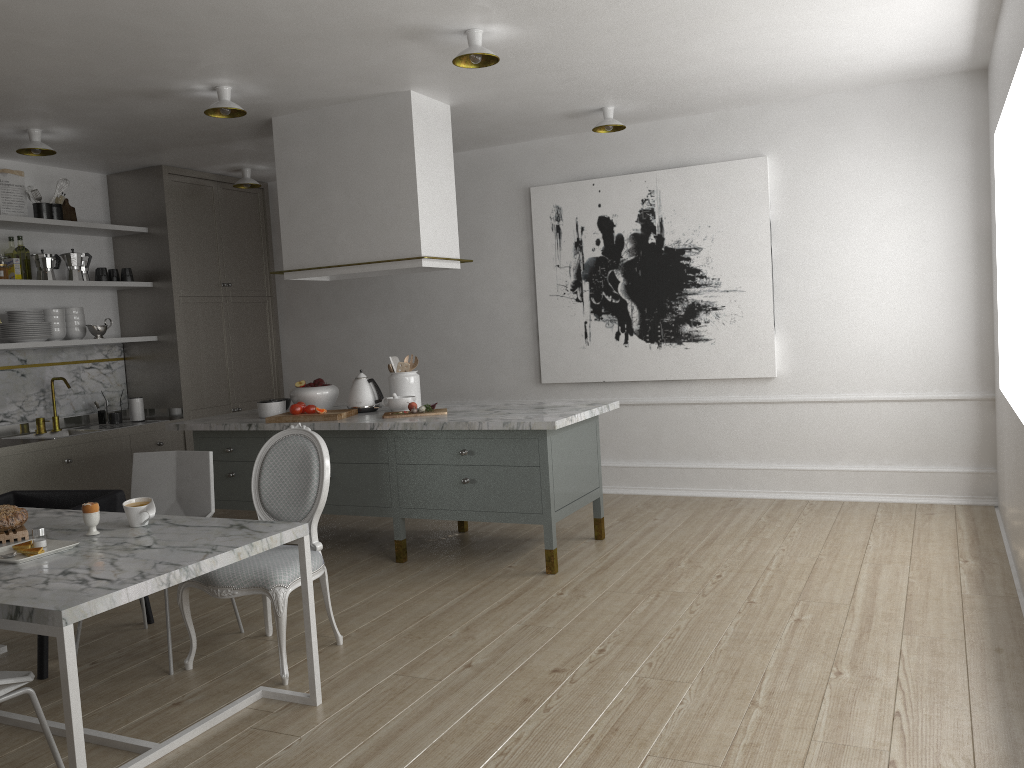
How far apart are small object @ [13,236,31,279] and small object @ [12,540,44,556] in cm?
339

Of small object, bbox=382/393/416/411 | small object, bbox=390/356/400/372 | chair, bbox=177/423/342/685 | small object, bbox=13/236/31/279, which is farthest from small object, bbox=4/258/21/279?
chair, bbox=177/423/342/685

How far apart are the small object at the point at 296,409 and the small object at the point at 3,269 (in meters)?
2.11

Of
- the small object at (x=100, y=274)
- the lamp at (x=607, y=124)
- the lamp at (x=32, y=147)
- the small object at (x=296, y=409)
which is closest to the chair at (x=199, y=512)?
the small object at (x=296, y=409)

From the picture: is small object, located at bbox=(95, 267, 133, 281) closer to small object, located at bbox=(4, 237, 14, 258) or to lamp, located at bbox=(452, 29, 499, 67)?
small object, located at bbox=(4, 237, 14, 258)

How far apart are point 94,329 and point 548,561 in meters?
3.5

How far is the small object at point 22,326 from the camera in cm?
528

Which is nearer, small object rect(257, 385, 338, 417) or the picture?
small object rect(257, 385, 338, 417)

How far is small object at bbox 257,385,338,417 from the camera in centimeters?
488cm

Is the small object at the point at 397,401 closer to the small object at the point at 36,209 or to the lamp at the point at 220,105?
the lamp at the point at 220,105
